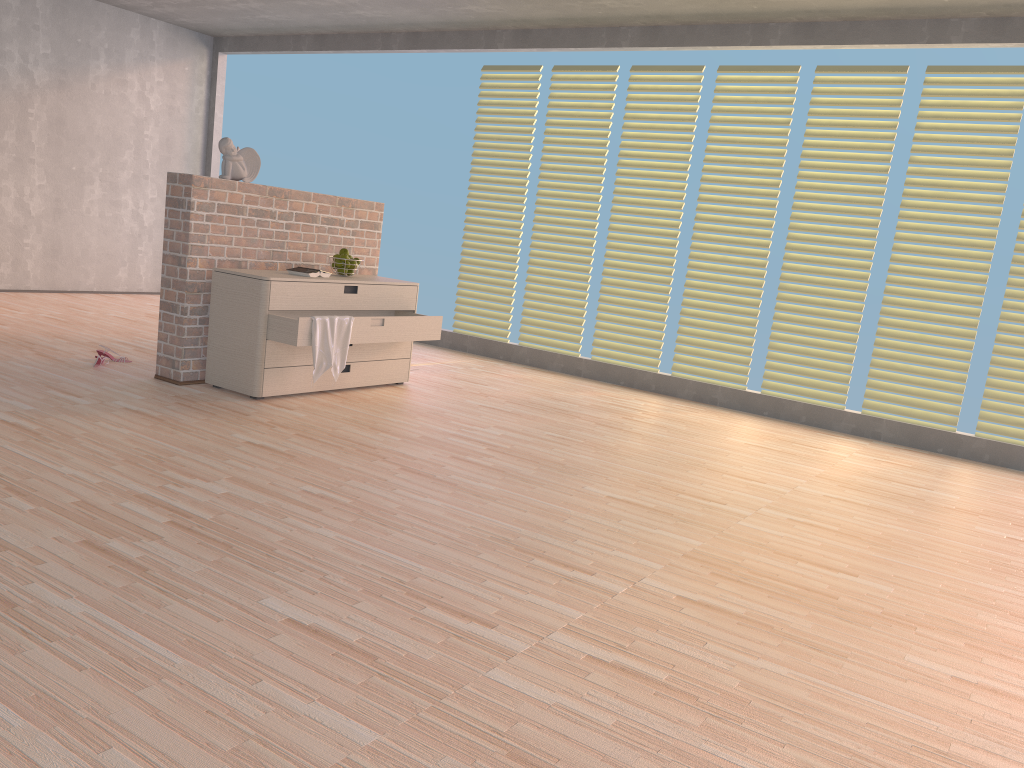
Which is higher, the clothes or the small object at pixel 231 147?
the small object at pixel 231 147

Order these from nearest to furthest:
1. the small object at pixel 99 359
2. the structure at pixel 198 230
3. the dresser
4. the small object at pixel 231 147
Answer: the dresser, the structure at pixel 198 230, the small object at pixel 231 147, the small object at pixel 99 359

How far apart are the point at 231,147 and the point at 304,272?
0.74m

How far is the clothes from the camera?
4.3m

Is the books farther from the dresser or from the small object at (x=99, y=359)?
the small object at (x=99, y=359)

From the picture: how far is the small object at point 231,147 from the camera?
4.6 meters

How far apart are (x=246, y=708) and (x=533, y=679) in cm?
61

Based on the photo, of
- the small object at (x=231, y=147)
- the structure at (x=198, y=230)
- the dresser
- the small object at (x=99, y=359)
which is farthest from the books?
the small object at (x=99, y=359)

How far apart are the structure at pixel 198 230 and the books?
0.3m

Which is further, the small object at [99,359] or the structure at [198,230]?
the small object at [99,359]
